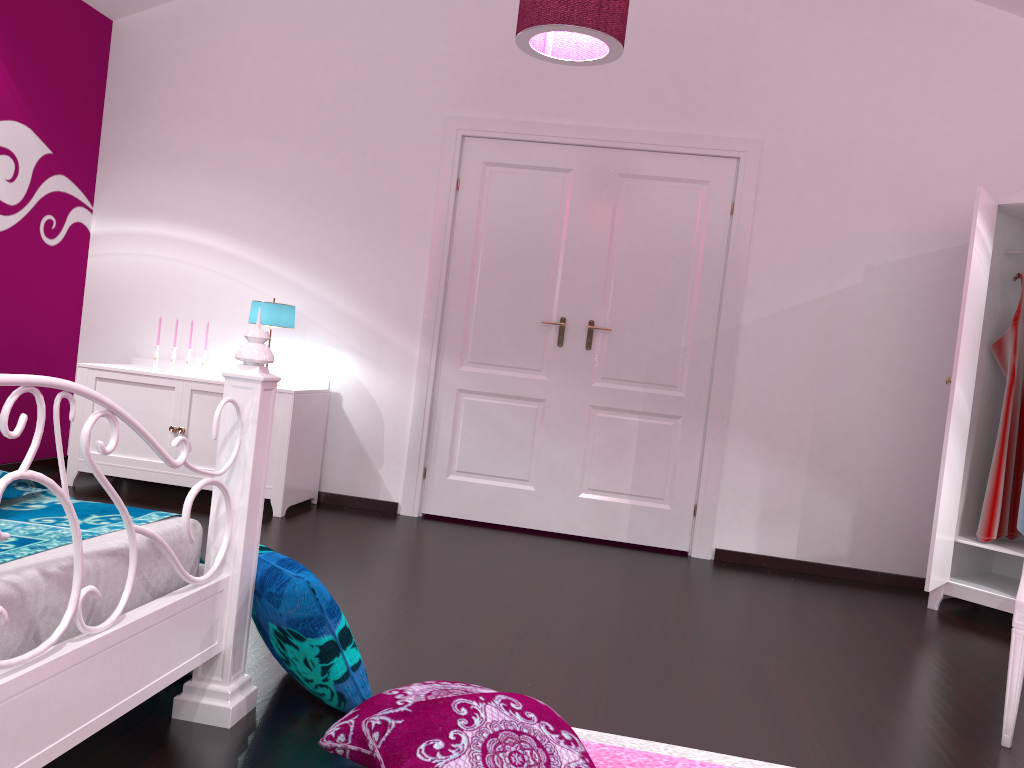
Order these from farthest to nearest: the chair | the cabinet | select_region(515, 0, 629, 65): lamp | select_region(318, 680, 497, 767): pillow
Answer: the cabinet
select_region(515, 0, 629, 65): lamp
the chair
select_region(318, 680, 497, 767): pillow

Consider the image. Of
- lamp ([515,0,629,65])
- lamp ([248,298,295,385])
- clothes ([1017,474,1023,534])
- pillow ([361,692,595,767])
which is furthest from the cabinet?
clothes ([1017,474,1023,534])

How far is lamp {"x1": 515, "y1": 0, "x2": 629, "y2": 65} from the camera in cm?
289

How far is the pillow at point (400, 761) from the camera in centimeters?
154cm

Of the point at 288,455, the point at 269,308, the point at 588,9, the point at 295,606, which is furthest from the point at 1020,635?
the point at 269,308

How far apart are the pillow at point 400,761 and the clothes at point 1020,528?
3.0m

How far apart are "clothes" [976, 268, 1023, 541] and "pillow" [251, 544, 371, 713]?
3.0 meters

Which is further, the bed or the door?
the door

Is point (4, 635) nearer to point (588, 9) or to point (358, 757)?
point (358, 757)

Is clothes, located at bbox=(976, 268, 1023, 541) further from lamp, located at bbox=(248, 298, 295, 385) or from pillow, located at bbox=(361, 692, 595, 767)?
lamp, located at bbox=(248, 298, 295, 385)
